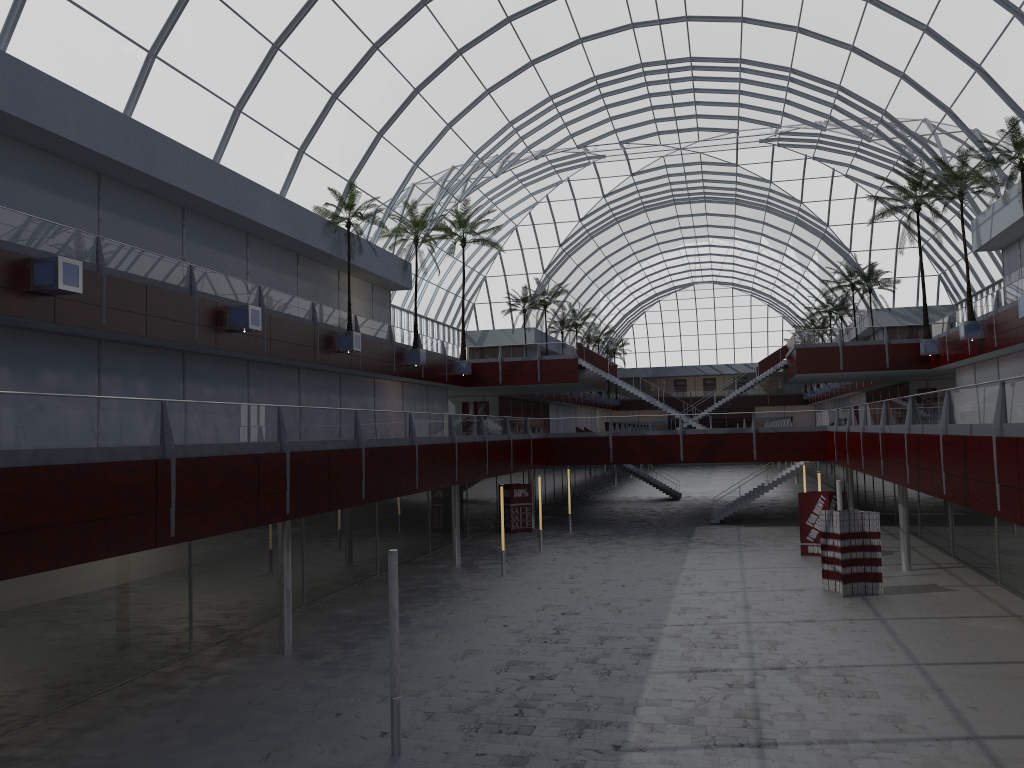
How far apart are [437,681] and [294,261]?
28.2 meters
